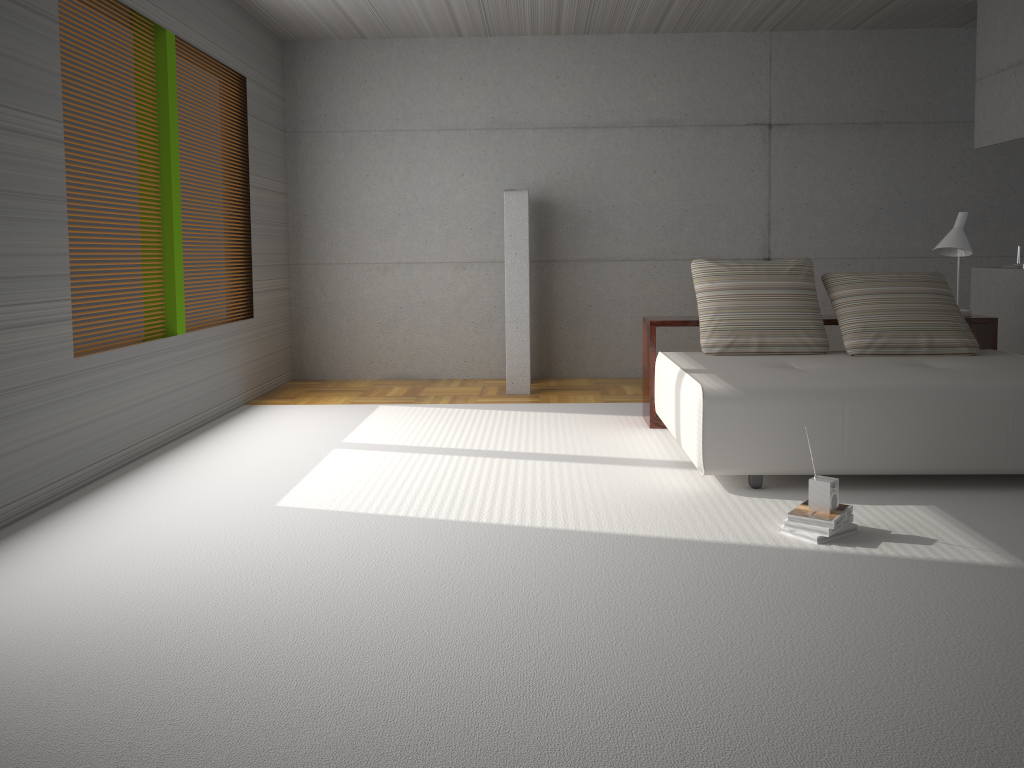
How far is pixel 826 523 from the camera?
3.56m

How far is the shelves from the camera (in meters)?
5.73

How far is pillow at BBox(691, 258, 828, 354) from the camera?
5.5 meters

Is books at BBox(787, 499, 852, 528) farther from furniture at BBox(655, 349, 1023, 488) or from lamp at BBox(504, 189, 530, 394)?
lamp at BBox(504, 189, 530, 394)

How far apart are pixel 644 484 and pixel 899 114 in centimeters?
524cm

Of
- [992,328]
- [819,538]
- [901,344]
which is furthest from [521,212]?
[819,538]

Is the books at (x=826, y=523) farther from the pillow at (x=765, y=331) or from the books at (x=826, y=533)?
the pillow at (x=765, y=331)

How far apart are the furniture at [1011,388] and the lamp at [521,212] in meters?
1.8

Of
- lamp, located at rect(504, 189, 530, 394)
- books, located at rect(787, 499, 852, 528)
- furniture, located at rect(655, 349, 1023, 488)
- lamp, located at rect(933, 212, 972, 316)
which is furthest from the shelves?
books, located at rect(787, 499, 852, 528)

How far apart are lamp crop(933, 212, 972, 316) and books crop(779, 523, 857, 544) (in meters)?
2.87
